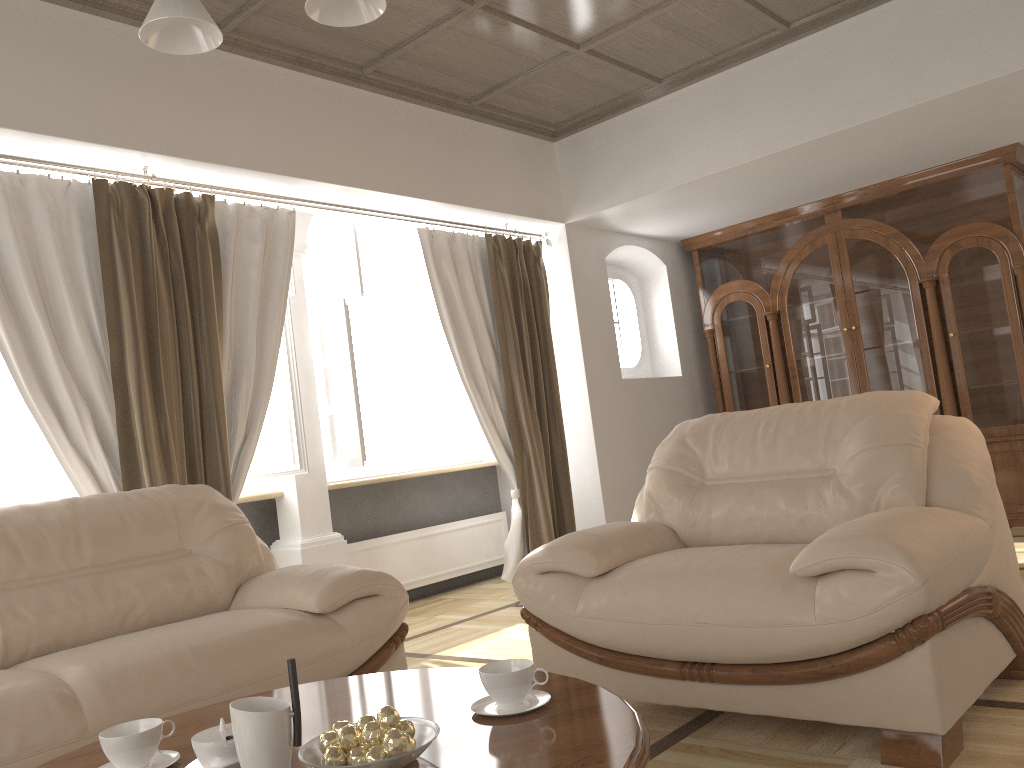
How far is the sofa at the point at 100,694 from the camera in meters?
2.1 m

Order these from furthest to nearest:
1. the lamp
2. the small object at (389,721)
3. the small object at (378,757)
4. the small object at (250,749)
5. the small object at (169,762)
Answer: the lamp → the small object at (169,762) → the small object at (389,721) → the small object at (378,757) → the small object at (250,749)

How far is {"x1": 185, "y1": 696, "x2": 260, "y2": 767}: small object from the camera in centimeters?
139cm

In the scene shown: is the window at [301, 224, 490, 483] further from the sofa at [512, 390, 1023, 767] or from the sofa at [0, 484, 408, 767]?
the sofa at [512, 390, 1023, 767]

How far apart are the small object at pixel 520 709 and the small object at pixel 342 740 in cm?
29

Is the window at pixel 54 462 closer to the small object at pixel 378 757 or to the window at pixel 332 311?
the window at pixel 332 311

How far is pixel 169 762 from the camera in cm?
156

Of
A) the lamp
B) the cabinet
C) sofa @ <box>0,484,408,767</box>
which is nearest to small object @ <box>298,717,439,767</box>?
sofa @ <box>0,484,408,767</box>

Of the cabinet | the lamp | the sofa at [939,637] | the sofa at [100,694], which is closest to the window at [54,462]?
the sofa at [100,694]

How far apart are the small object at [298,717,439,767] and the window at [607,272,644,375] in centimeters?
517cm
